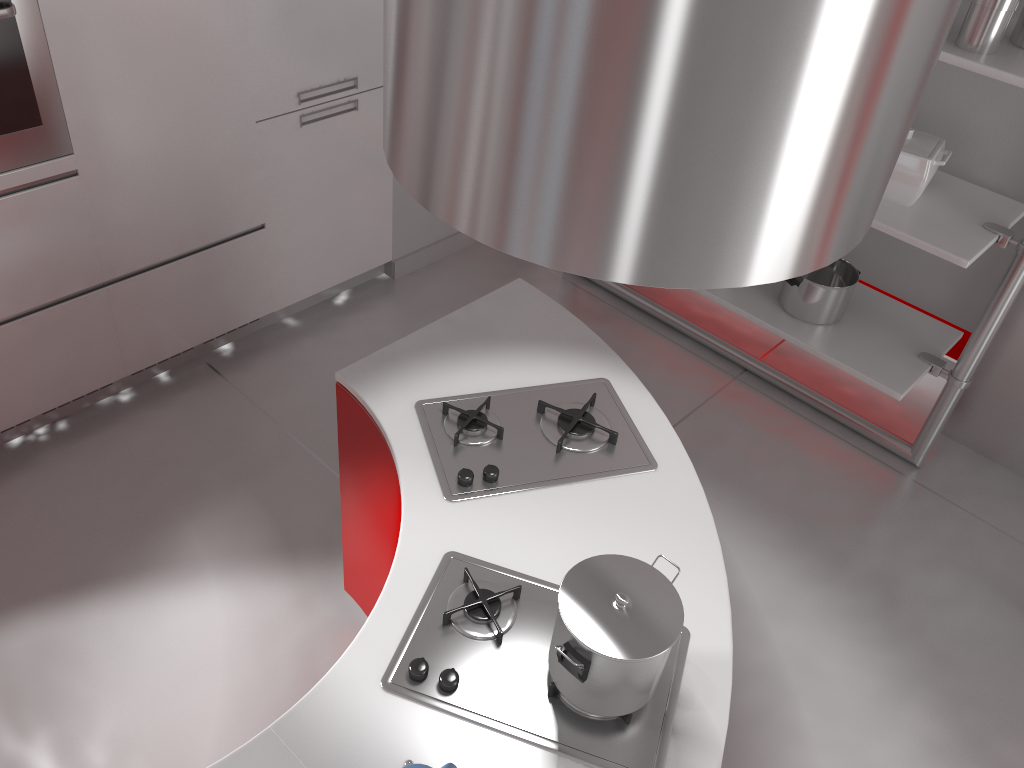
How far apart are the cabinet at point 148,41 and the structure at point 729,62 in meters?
1.7 m

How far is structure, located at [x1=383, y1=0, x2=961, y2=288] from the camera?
0.8m

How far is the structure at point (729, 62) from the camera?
0.78m

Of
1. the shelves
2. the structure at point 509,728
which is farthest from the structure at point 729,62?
the shelves

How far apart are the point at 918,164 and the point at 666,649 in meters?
2.0 m

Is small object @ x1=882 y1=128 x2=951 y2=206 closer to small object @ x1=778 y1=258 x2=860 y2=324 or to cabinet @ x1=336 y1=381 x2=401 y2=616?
small object @ x1=778 y1=258 x2=860 y2=324

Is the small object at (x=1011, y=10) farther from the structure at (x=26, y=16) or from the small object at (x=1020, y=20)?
the structure at (x=26, y=16)

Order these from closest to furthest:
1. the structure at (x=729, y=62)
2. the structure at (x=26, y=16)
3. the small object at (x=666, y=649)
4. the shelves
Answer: the structure at (x=729, y=62)
the small object at (x=666, y=649)
the structure at (x=26, y=16)
the shelves

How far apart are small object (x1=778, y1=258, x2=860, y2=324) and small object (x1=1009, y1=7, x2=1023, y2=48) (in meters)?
0.88

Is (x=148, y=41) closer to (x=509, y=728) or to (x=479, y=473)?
(x=479, y=473)
